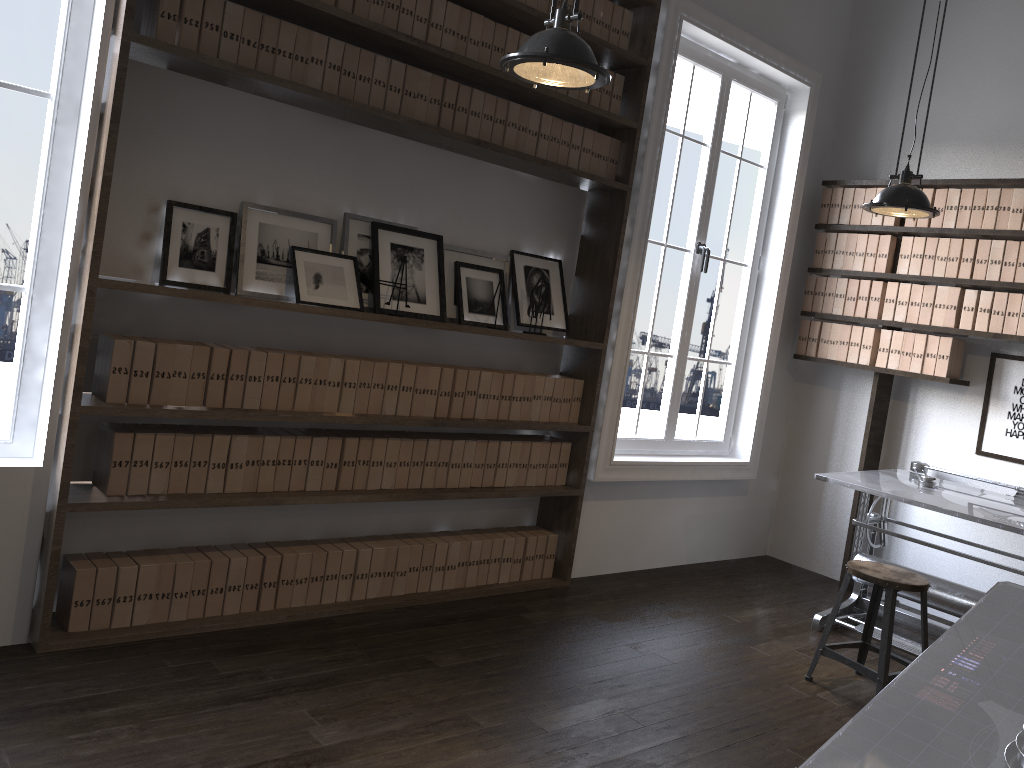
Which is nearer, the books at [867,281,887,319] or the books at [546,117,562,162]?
the books at [546,117,562,162]

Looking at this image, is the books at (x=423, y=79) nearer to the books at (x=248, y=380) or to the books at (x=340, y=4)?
the books at (x=340, y=4)

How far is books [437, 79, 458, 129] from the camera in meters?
3.7

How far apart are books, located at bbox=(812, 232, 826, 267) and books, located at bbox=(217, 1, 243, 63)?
3.7m

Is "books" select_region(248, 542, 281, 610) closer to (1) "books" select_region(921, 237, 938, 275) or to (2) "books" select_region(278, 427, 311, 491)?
(2) "books" select_region(278, 427, 311, 491)

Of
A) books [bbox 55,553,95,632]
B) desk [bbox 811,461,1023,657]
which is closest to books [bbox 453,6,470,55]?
books [bbox 55,553,95,632]

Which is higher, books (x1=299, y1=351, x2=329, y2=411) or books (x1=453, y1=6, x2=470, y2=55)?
books (x1=453, y1=6, x2=470, y2=55)

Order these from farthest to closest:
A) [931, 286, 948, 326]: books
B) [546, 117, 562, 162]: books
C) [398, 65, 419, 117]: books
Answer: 1. [931, 286, 948, 326]: books
2. [546, 117, 562, 162]: books
3. [398, 65, 419, 117]: books

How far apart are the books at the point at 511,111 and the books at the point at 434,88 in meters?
0.4 m

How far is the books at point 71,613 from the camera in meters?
3.1
